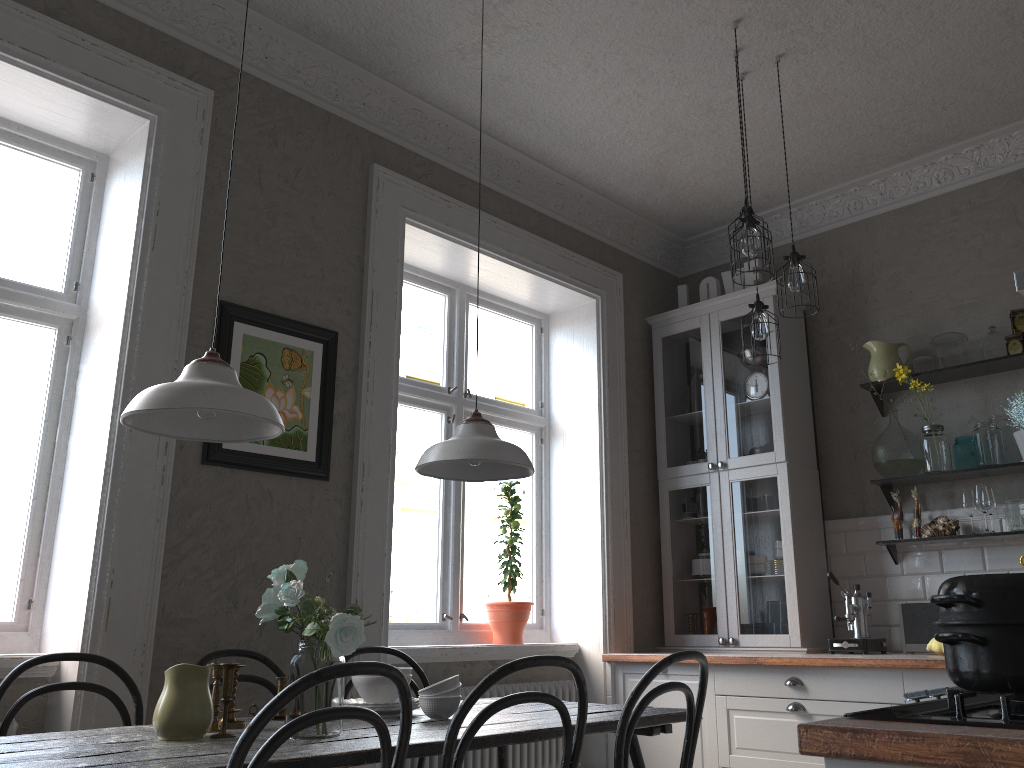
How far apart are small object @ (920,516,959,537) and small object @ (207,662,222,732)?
3.2m

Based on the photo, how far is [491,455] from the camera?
2.7 meters

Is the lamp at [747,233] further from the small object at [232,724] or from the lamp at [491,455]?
the small object at [232,724]

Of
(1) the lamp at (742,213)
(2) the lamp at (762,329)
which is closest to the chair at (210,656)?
(2) the lamp at (762,329)

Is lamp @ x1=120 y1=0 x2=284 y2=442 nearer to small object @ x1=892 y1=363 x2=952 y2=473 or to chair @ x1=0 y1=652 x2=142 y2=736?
chair @ x1=0 y1=652 x2=142 y2=736

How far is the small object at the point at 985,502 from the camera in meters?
3.9

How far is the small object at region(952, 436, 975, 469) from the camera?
4.06m

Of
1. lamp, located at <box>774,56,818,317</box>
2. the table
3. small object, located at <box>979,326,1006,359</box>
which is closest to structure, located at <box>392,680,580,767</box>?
the table

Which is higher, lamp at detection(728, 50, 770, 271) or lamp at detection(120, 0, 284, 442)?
lamp at detection(728, 50, 770, 271)

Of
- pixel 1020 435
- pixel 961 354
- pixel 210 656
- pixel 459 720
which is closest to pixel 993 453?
pixel 1020 435
